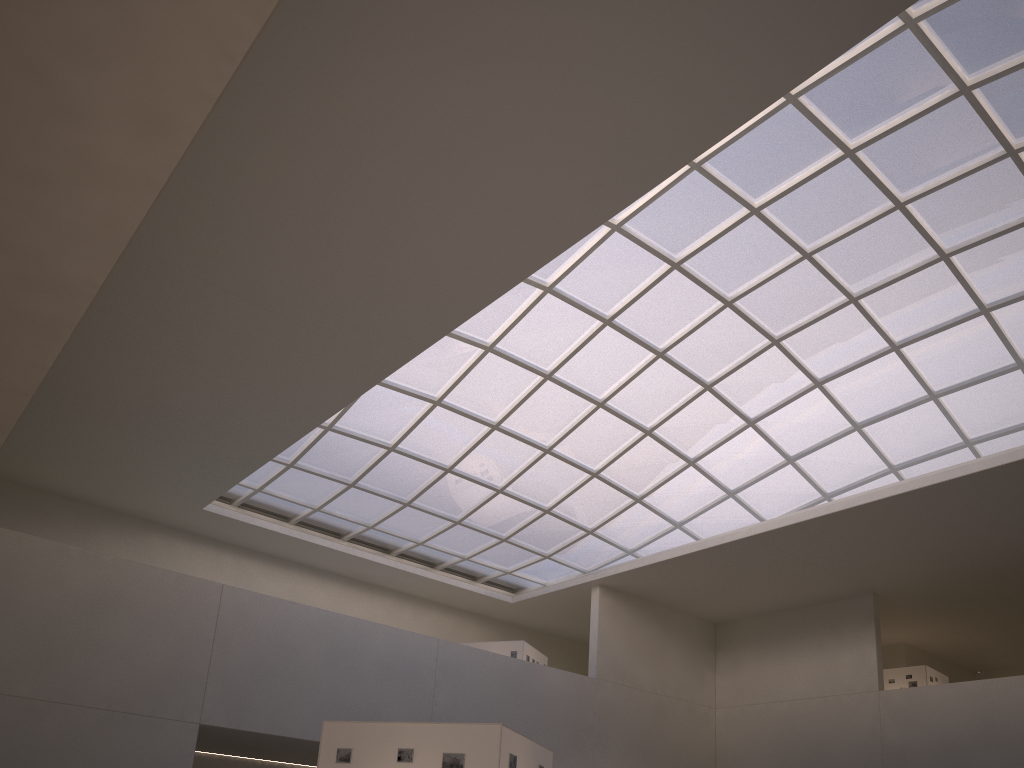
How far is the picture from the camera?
18.4 meters

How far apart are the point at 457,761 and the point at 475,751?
0.4 meters

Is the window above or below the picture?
above

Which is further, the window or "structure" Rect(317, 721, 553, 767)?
the window

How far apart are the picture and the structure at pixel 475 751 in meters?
0.1

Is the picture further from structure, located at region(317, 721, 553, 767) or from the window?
the window

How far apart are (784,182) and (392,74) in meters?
19.5 m

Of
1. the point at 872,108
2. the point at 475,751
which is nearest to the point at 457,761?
the point at 475,751

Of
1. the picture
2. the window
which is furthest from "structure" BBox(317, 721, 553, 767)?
the window

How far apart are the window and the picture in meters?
24.4
